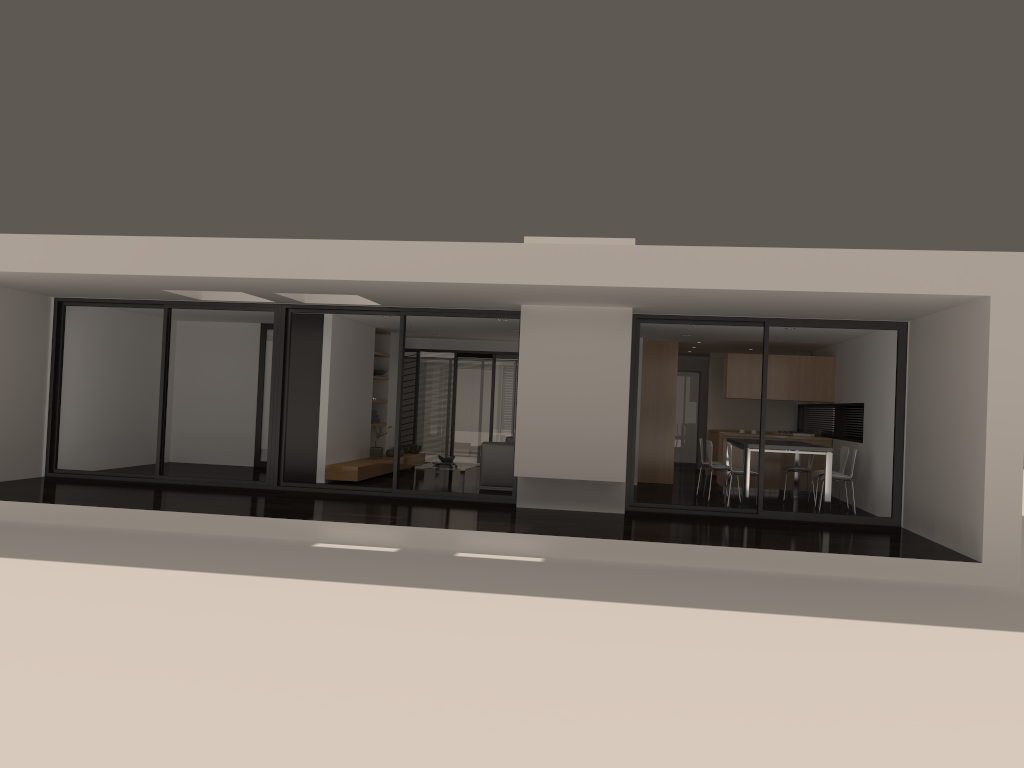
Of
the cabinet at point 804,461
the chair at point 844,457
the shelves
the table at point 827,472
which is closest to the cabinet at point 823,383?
the cabinet at point 804,461

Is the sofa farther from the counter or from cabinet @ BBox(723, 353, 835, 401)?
cabinet @ BBox(723, 353, 835, 401)

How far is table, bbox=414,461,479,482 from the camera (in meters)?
13.73

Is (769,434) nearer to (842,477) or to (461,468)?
(842,477)

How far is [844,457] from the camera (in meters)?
12.27

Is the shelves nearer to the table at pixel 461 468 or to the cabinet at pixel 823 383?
the table at pixel 461 468

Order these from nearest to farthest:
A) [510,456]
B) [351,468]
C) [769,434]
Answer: [351,468] < [510,456] < [769,434]

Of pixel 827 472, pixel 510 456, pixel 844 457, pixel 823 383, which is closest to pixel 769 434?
pixel 823 383

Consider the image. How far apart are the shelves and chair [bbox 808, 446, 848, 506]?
6.7m

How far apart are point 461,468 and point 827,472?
5.40m
